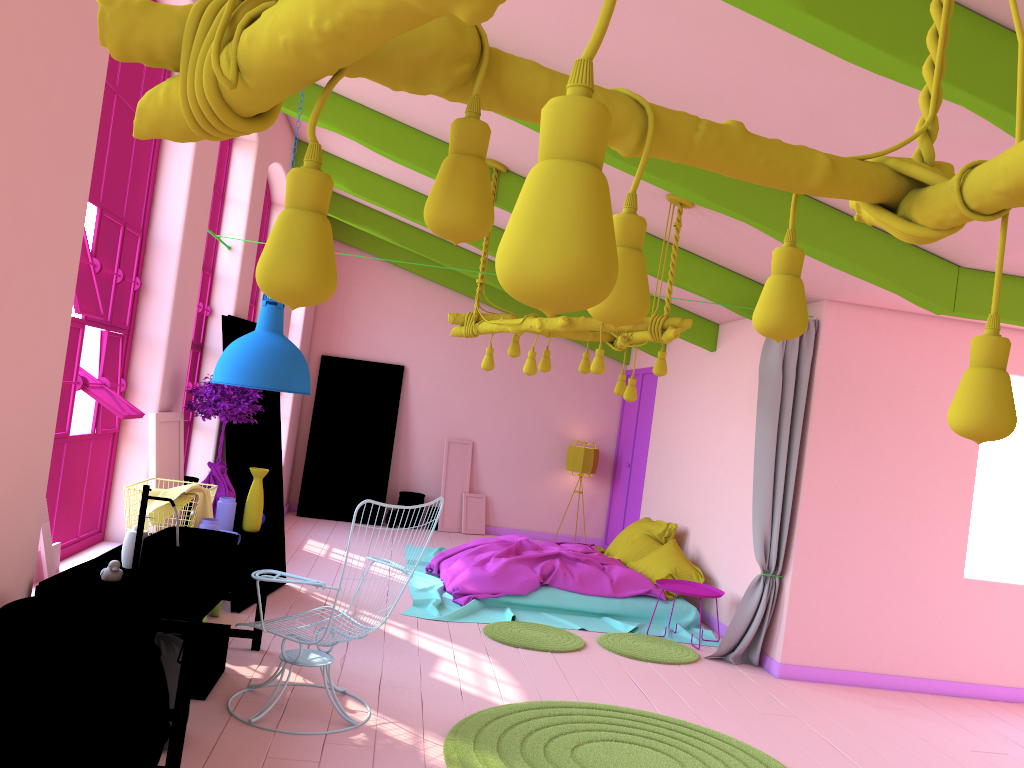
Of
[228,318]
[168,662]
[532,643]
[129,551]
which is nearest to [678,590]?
[532,643]

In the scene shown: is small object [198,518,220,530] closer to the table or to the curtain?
the table

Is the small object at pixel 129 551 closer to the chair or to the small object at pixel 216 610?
the chair

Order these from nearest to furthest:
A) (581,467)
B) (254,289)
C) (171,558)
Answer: (171,558) → (254,289) → (581,467)

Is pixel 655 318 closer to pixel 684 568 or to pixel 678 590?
pixel 678 590

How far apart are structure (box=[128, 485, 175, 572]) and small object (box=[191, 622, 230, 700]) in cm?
93

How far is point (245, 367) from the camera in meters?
4.5 m

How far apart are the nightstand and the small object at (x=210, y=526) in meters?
4.2 m

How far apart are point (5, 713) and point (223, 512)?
2.5 meters

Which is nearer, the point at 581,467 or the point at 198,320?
the point at 198,320
